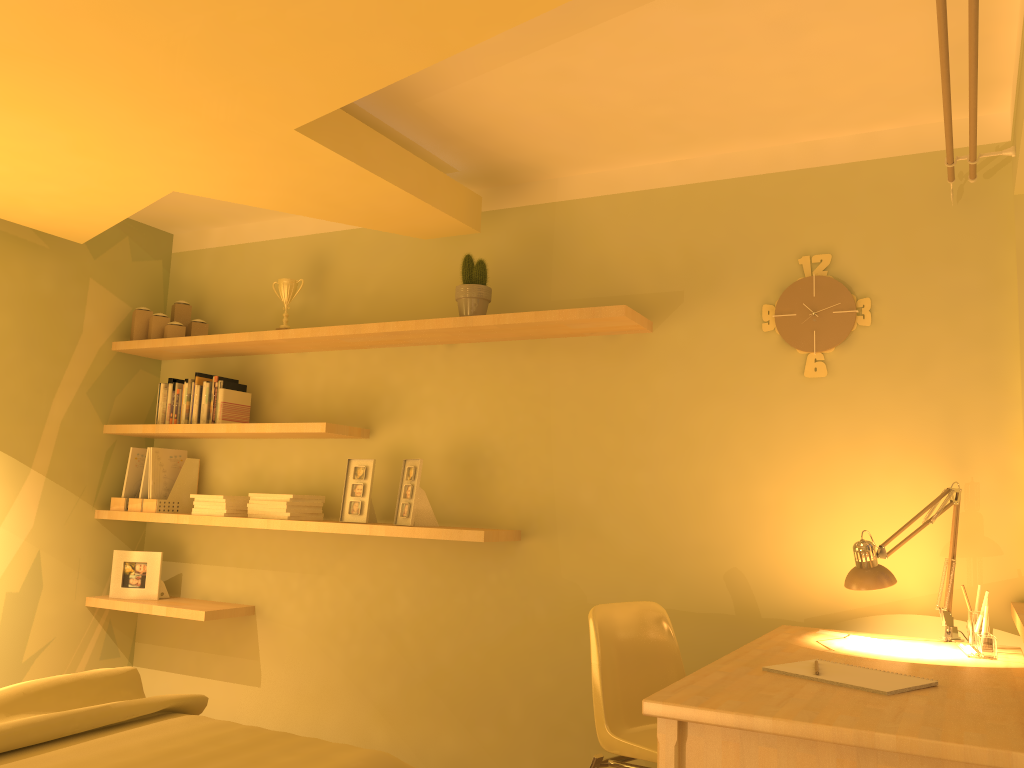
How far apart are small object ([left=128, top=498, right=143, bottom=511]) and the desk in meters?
2.9

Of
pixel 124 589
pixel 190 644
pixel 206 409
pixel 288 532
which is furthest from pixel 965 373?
pixel 124 589

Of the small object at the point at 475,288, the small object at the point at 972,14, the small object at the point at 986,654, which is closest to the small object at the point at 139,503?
the small object at the point at 475,288

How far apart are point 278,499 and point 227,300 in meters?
1.2 m

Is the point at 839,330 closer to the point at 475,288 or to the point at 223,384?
the point at 475,288

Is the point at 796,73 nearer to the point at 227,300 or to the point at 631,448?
the point at 631,448

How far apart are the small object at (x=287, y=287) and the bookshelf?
0.1m

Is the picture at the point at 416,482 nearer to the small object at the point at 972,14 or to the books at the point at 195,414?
the books at the point at 195,414

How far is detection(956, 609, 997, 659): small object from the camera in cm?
231

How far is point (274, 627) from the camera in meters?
4.0
